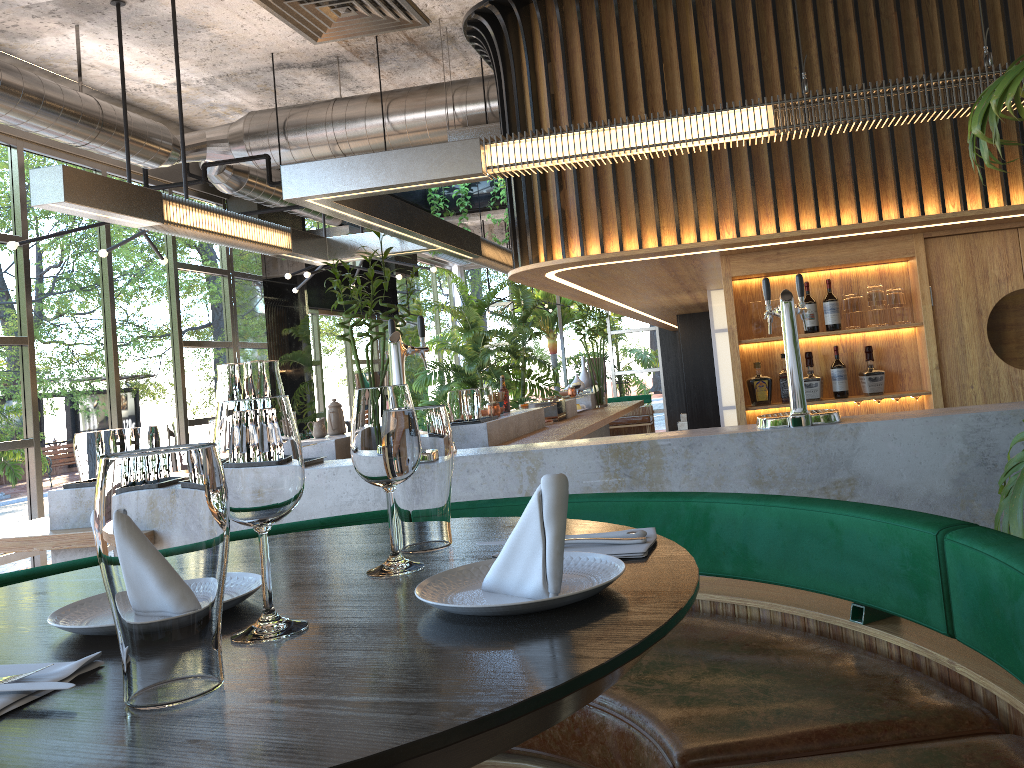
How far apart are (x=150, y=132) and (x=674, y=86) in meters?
4.7

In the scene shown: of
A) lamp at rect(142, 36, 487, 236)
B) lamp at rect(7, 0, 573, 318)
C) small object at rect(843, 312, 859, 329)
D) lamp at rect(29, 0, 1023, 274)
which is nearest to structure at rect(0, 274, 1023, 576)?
lamp at rect(29, 0, 1023, 274)

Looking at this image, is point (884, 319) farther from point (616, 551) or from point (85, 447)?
point (616, 551)

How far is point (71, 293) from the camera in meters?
7.6

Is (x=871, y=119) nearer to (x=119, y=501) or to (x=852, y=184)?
(x=852, y=184)

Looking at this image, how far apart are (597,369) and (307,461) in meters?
5.9 m

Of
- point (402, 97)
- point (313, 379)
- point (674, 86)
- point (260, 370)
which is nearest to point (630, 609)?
point (260, 370)

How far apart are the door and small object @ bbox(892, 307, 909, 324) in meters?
0.2 m

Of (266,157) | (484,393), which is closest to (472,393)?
(484,393)

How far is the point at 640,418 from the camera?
16.96m
